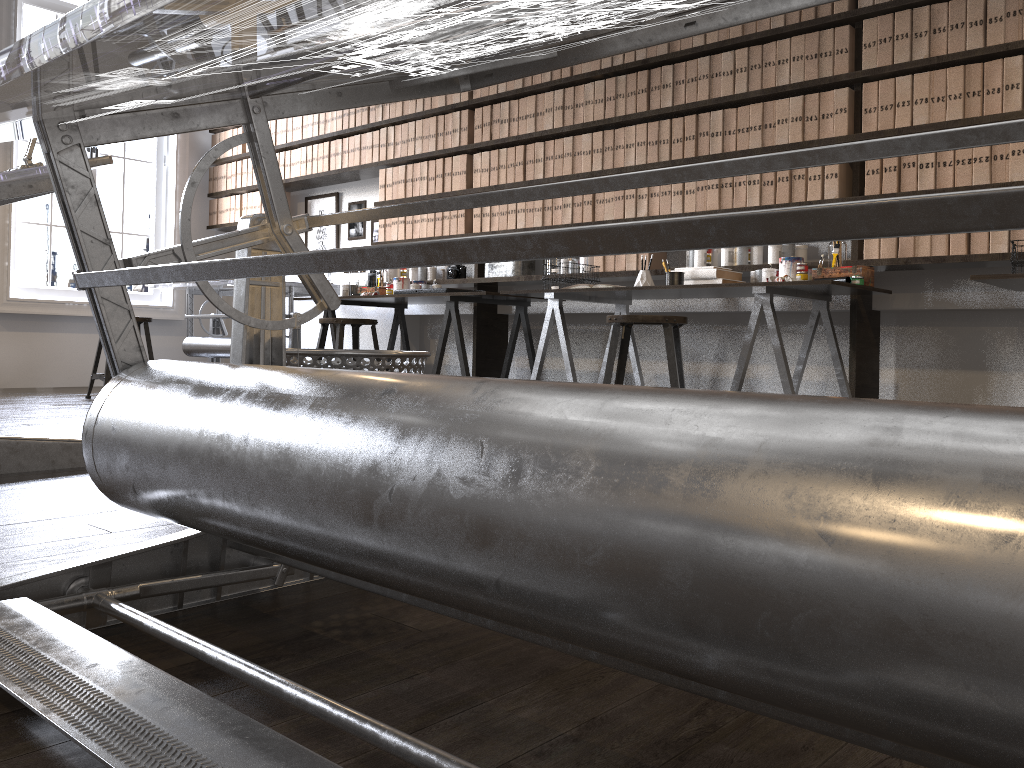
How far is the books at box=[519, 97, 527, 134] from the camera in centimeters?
508cm

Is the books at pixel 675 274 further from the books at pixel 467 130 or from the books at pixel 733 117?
the books at pixel 467 130

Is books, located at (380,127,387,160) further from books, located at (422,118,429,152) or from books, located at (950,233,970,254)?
books, located at (950,233,970,254)

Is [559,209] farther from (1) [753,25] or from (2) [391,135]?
(2) [391,135]

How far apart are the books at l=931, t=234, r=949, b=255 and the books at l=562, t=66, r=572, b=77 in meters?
2.2 m

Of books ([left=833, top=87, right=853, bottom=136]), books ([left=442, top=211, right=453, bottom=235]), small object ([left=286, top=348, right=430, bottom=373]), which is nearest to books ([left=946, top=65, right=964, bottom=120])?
books ([left=833, top=87, right=853, bottom=136])

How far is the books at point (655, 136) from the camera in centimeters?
449cm

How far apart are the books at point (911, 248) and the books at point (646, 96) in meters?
1.5 m

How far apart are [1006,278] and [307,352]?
2.40m

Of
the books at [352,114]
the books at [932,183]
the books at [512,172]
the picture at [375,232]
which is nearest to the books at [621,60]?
the books at [512,172]
